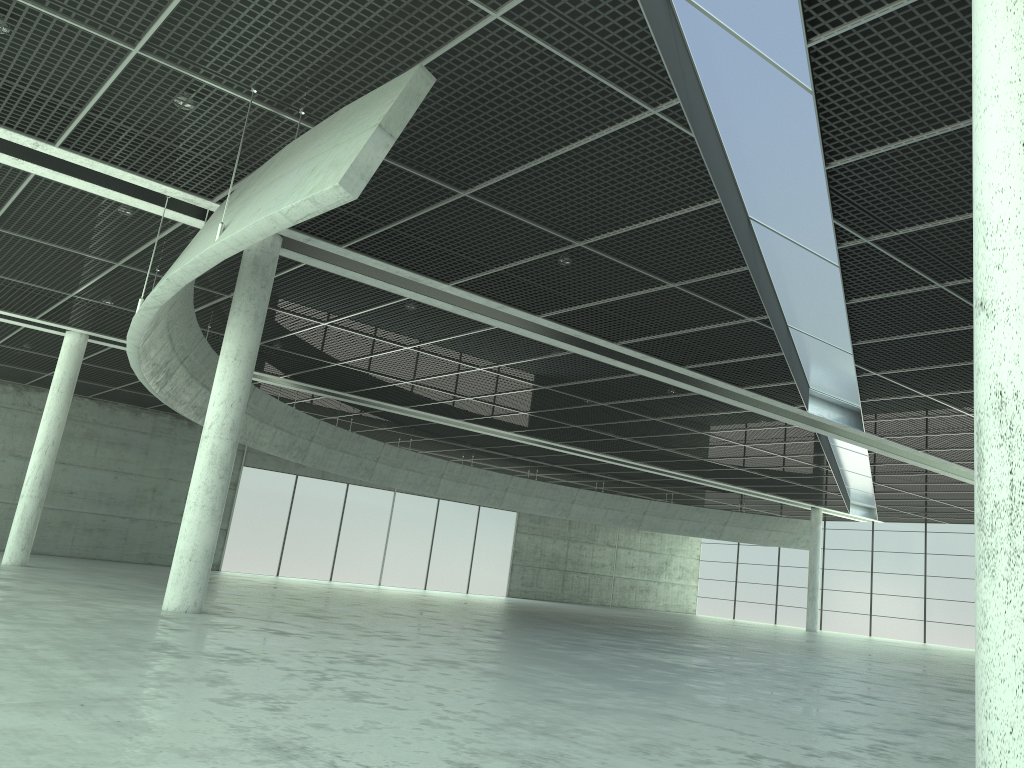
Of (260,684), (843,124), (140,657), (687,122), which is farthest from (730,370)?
(260,684)
